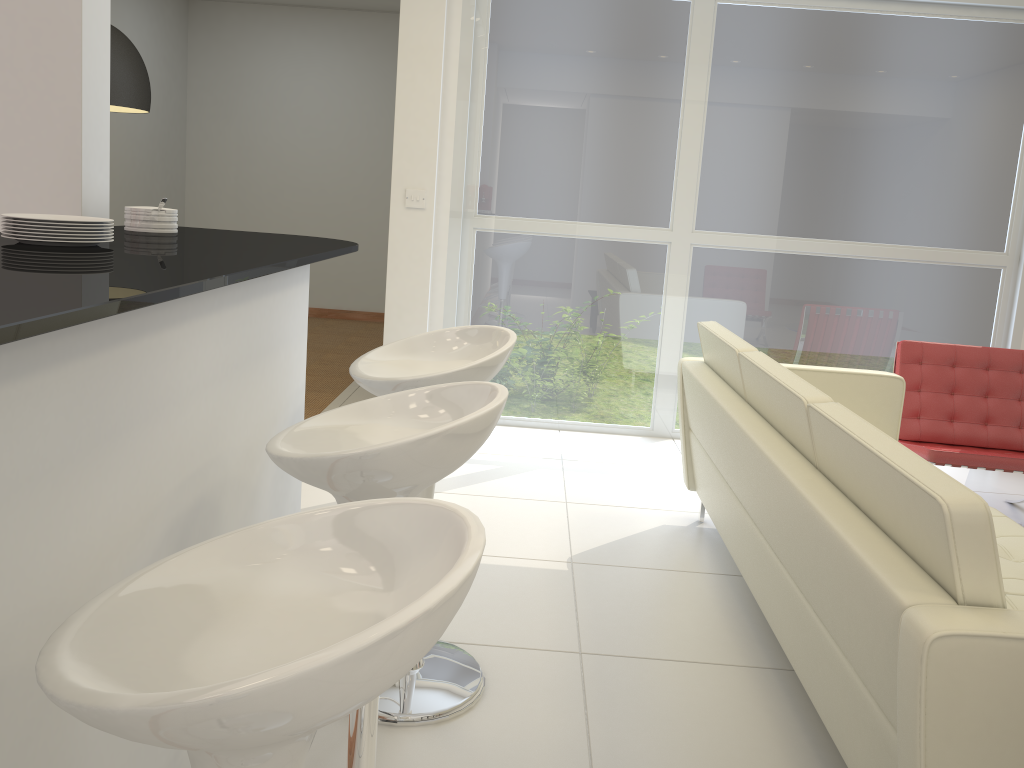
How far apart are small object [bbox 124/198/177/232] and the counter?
0.0m

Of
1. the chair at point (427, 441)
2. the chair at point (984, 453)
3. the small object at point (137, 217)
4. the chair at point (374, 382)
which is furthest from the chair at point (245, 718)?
the chair at point (984, 453)

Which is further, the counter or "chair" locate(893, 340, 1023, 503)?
"chair" locate(893, 340, 1023, 503)

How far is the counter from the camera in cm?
99

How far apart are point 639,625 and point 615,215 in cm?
287

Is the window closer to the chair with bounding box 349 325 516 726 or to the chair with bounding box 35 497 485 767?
the chair with bounding box 349 325 516 726

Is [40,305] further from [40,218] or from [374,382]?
[374,382]

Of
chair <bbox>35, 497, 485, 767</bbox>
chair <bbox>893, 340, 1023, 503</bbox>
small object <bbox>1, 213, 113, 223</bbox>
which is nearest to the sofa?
chair <bbox>893, 340, 1023, 503</bbox>

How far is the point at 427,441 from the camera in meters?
A: 1.5

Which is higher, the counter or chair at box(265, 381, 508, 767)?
→ the counter
